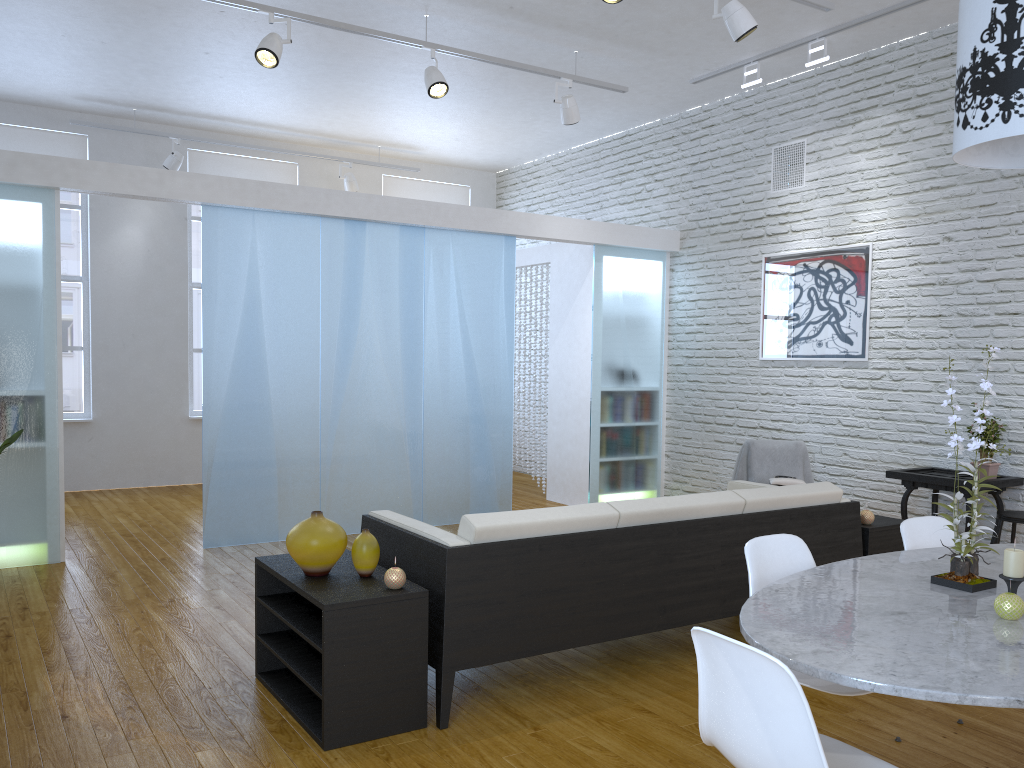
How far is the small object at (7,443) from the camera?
3.1 meters

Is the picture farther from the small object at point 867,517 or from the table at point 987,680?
the table at point 987,680

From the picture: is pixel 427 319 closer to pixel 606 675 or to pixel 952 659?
pixel 606 675

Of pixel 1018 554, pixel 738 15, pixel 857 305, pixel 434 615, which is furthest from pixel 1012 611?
pixel 857 305

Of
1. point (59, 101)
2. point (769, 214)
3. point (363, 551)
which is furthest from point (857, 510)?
point (59, 101)

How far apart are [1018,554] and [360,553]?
1.91m

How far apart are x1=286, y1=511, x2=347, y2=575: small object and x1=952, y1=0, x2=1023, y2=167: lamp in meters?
2.1 m

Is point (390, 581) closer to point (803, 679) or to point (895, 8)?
point (803, 679)

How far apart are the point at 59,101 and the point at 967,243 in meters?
6.9

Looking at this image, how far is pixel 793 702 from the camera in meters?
1.5
